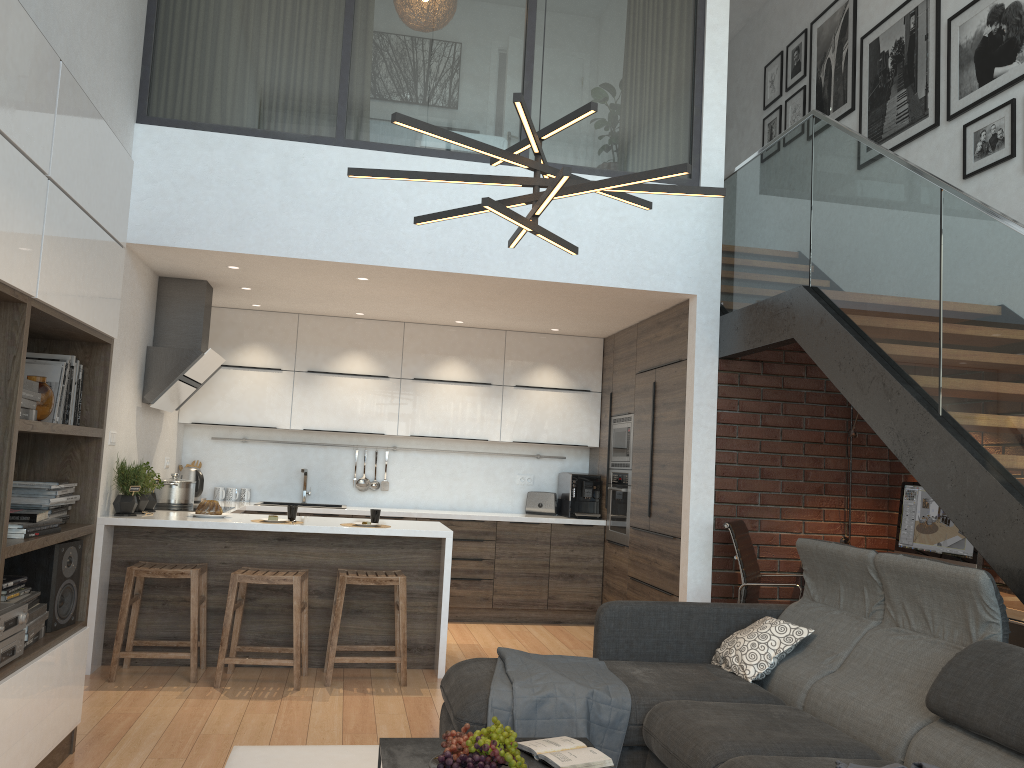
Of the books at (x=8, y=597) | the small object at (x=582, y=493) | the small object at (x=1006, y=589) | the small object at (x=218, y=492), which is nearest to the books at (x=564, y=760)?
the books at (x=8, y=597)

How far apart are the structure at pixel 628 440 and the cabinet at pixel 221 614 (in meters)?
0.11

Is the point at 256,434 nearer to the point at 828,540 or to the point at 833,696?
the point at 828,540

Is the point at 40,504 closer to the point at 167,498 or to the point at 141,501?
the point at 141,501

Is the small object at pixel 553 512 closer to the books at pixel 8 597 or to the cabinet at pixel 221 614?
the cabinet at pixel 221 614

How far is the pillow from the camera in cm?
376

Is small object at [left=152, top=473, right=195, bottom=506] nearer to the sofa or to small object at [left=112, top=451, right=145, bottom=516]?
small object at [left=112, top=451, right=145, bottom=516]

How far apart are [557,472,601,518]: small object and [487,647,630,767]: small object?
3.50m

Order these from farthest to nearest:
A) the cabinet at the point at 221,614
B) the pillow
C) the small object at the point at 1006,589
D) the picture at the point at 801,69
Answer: the picture at the point at 801,69
the cabinet at the point at 221,614
the small object at the point at 1006,589
the pillow

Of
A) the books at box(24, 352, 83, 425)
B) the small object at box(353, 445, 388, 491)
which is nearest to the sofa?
the books at box(24, 352, 83, 425)
